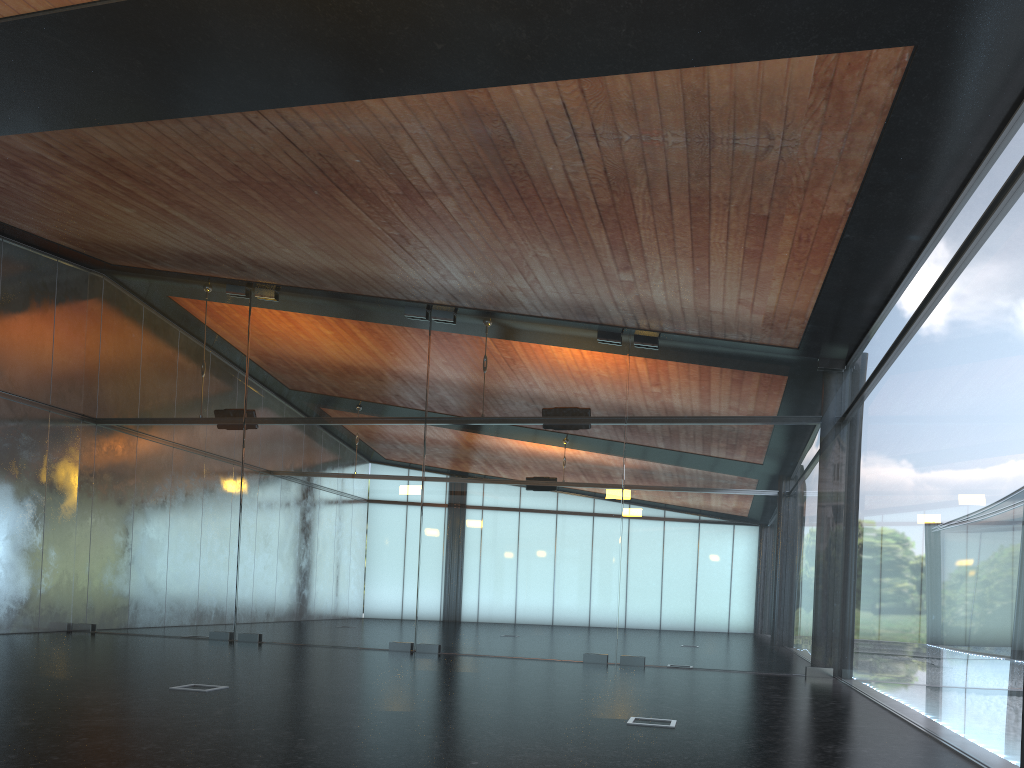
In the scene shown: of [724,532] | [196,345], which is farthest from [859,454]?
[196,345]

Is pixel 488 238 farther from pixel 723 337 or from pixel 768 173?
pixel 723 337
